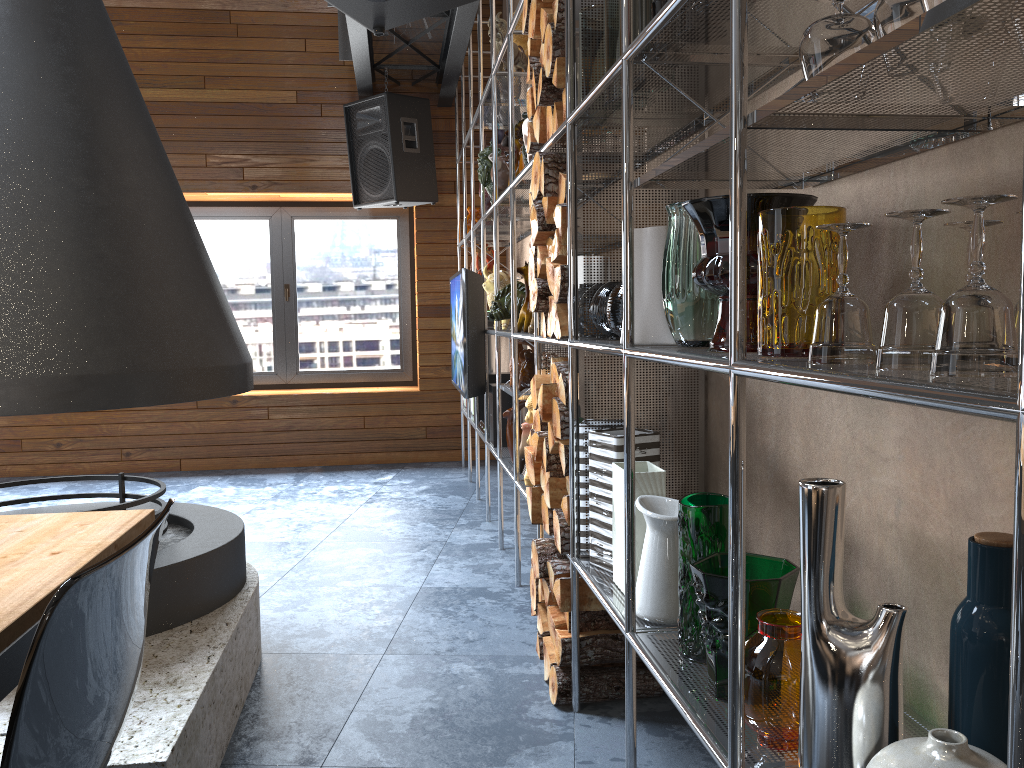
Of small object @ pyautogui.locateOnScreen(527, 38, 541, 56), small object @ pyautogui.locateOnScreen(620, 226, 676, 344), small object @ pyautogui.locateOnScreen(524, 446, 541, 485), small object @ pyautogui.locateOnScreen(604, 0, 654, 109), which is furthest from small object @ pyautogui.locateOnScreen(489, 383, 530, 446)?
small object @ pyautogui.locateOnScreen(620, 226, 676, 344)

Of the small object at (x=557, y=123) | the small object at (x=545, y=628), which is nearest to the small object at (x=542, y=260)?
the small object at (x=557, y=123)

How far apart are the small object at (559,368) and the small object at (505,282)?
1.5m

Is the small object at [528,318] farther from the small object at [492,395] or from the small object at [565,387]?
the small object at [565,387]

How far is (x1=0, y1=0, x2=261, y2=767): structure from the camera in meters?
2.1

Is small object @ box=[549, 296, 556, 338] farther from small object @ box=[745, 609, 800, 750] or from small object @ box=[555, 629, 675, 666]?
small object @ box=[745, 609, 800, 750]

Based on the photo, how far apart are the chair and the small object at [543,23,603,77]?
1.6 meters

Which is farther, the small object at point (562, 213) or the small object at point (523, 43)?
the small object at point (523, 43)

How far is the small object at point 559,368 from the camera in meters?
2.5 m

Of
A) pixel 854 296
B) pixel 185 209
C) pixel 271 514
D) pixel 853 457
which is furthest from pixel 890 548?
pixel 271 514
